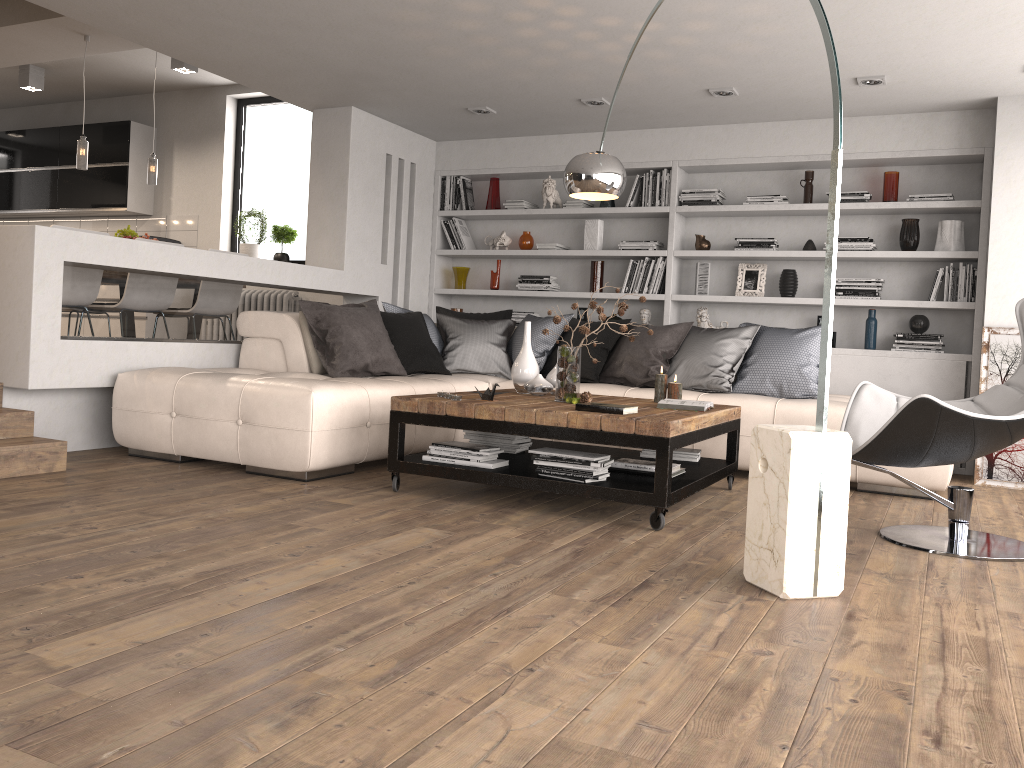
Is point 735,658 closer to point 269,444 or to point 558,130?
point 269,444

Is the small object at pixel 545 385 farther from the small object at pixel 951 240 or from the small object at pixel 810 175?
the small object at pixel 951 240

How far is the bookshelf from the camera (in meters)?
5.94

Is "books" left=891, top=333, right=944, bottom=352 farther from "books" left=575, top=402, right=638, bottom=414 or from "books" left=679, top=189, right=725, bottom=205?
"books" left=575, top=402, right=638, bottom=414

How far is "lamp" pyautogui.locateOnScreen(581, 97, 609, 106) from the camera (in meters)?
6.08

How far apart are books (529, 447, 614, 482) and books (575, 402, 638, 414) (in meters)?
0.20

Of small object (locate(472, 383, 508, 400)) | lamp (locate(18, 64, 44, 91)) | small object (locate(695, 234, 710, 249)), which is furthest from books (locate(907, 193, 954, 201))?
lamp (locate(18, 64, 44, 91))

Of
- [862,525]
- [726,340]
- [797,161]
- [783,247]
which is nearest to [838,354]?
[783,247]

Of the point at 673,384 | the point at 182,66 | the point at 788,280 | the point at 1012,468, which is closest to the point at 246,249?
the point at 182,66

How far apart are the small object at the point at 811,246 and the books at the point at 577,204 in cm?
179
